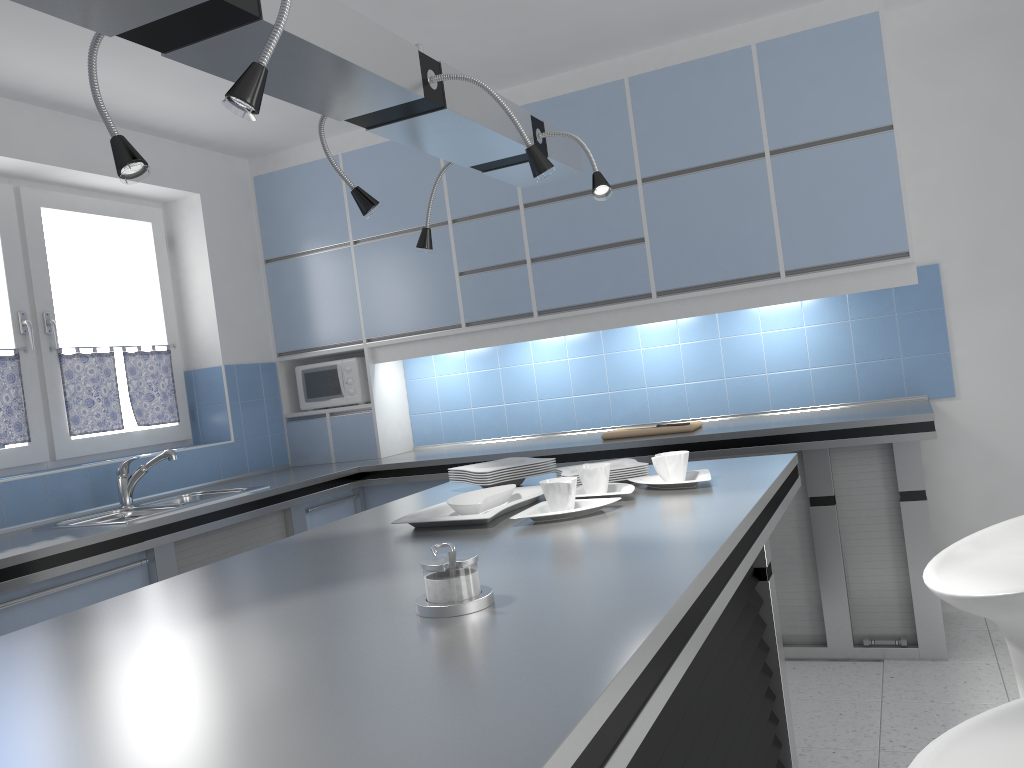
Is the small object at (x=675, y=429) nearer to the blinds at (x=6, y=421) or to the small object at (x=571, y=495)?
the small object at (x=571, y=495)

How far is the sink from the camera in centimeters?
355cm

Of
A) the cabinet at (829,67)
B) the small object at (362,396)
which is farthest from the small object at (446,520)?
the small object at (362,396)

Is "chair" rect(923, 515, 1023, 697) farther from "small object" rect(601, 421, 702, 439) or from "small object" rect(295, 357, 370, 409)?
"small object" rect(295, 357, 370, 409)

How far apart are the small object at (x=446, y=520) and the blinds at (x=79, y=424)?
2.41m

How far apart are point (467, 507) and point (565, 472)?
0.5 meters

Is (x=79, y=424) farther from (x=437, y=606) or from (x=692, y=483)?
(x=437, y=606)

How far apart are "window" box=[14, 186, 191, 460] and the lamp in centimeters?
226cm

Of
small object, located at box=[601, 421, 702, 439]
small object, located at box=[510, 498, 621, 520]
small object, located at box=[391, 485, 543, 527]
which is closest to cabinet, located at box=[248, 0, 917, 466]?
small object, located at box=[601, 421, 702, 439]

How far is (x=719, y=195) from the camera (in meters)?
3.97
